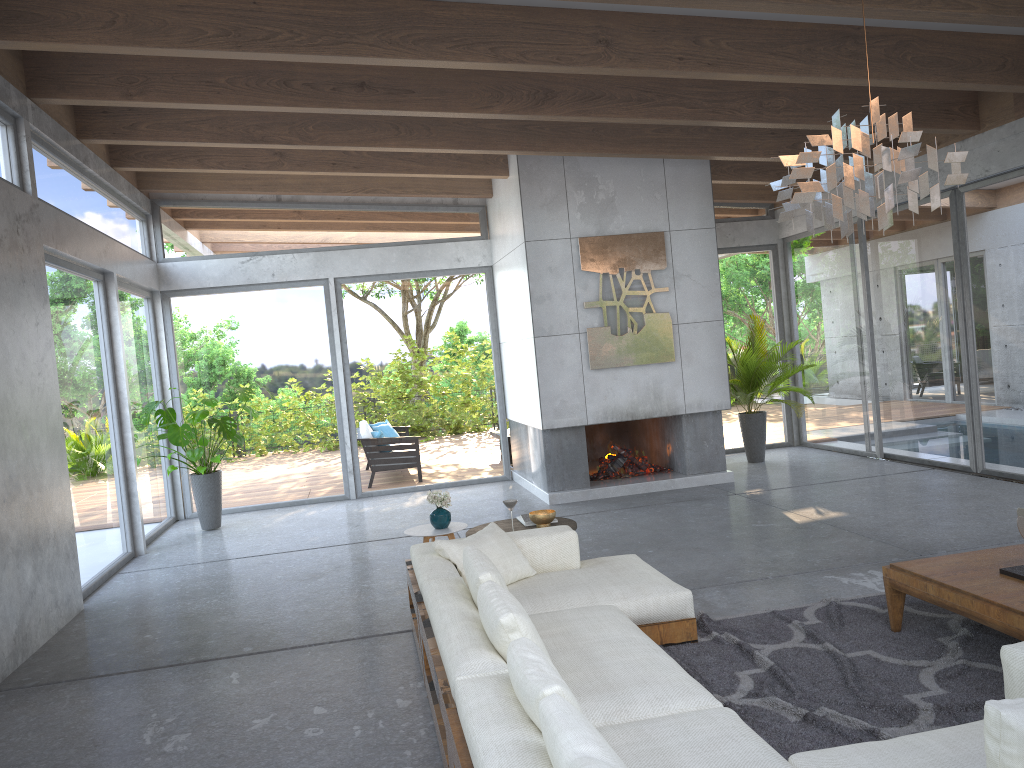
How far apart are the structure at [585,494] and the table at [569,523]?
3.07m

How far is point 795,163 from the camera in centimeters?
352cm

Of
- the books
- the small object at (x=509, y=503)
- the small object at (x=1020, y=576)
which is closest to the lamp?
the small object at (x=1020, y=576)

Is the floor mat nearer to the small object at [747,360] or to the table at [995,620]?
the table at [995,620]

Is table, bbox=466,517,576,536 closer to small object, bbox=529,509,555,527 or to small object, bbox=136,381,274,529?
small object, bbox=529,509,555,527

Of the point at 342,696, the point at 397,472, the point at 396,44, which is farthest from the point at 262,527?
the point at 396,44

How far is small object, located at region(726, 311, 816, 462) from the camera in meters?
10.3 m

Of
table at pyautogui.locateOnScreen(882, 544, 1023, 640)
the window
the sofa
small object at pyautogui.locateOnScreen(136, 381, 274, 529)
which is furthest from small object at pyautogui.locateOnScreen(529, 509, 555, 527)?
small object at pyautogui.locateOnScreen(136, 381, 274, 529)

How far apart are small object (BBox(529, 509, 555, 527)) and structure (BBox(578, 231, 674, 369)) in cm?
347

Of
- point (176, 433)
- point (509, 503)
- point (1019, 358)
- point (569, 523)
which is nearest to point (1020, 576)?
point (569, 523)
